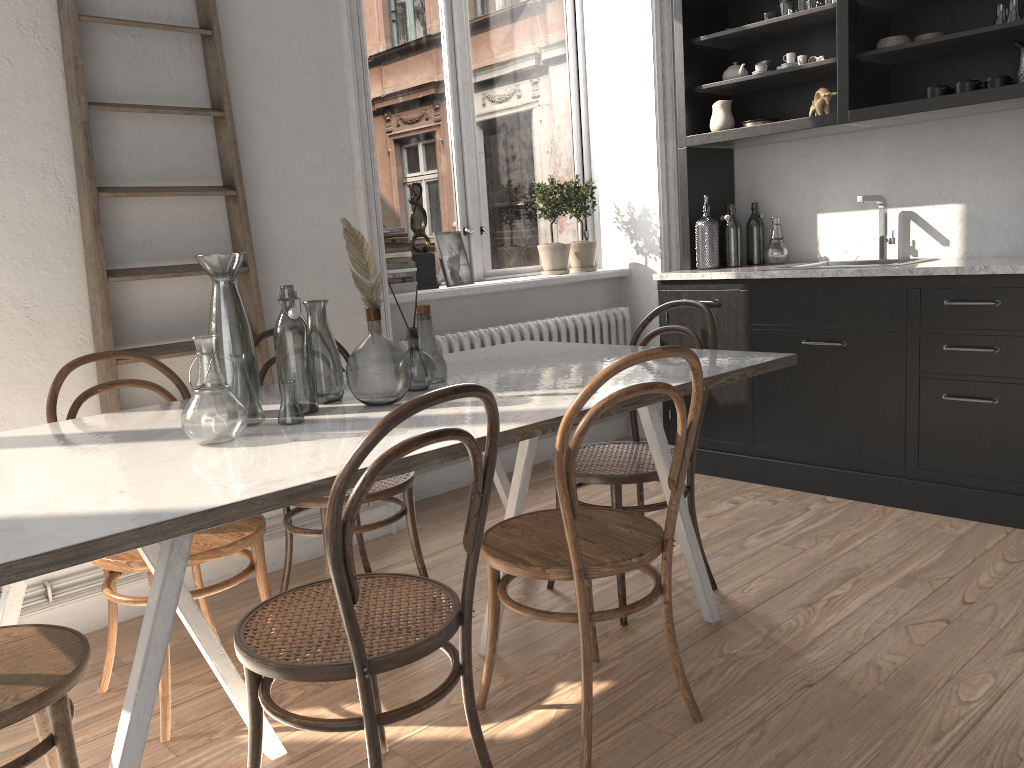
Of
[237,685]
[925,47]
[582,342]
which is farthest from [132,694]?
[925,47]

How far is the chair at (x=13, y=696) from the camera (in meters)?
1.49

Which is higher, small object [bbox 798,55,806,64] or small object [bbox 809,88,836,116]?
small object [bbox 798,55,806,64]

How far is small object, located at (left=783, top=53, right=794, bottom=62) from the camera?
3.94m

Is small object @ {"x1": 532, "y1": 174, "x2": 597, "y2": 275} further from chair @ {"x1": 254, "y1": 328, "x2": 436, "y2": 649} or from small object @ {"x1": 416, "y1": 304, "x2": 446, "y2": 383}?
small object @ {"x1": 416, "y1": 304, "x2": 446, "y2": 383}

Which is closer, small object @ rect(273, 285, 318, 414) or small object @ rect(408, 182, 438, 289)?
small object @ rect(273, 285, 318, 414)

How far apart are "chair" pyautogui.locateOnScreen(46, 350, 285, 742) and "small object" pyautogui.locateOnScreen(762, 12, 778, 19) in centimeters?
300cm

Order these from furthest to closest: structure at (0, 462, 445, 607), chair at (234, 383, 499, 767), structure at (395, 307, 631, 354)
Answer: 1. structure at (395, 307, 631, 354)
2. structure at (0, 462, 445, 607)
3. chair at (234, 383, 499, 767)

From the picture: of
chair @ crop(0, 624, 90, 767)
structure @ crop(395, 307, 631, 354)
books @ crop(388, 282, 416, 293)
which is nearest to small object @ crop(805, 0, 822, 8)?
structure @ crop(395, 307, 631, 354)

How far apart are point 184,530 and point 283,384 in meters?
0.7
